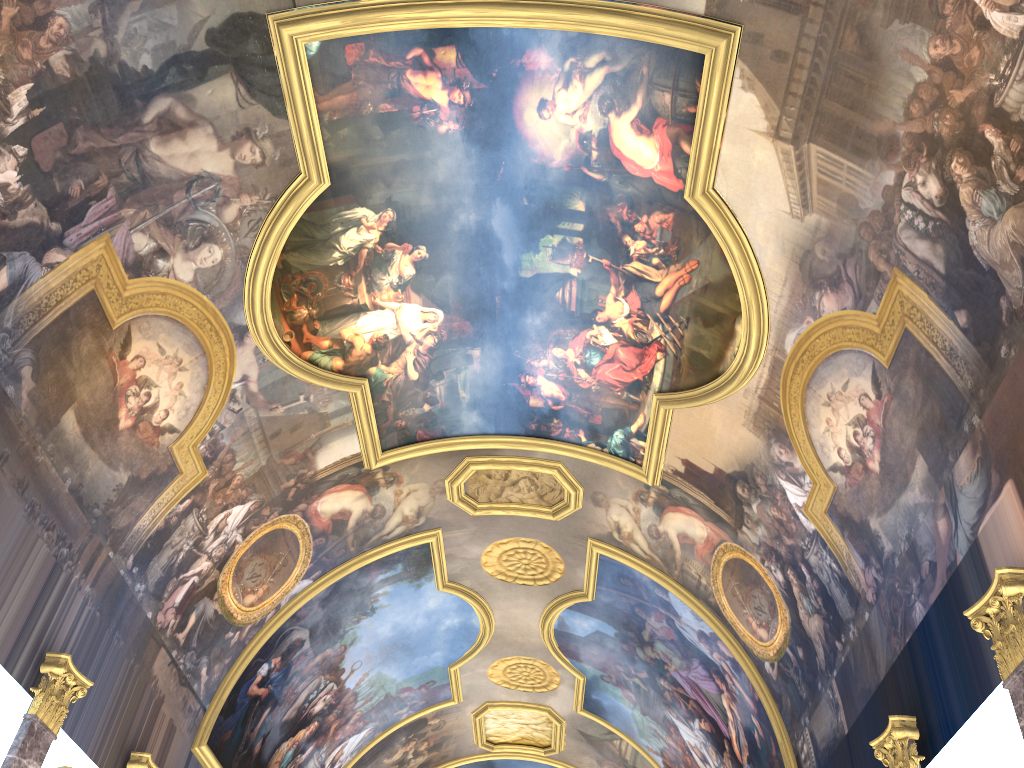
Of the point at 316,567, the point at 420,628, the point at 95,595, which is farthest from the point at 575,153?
the point at 420,628

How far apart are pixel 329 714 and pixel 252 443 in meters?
10.3 m
